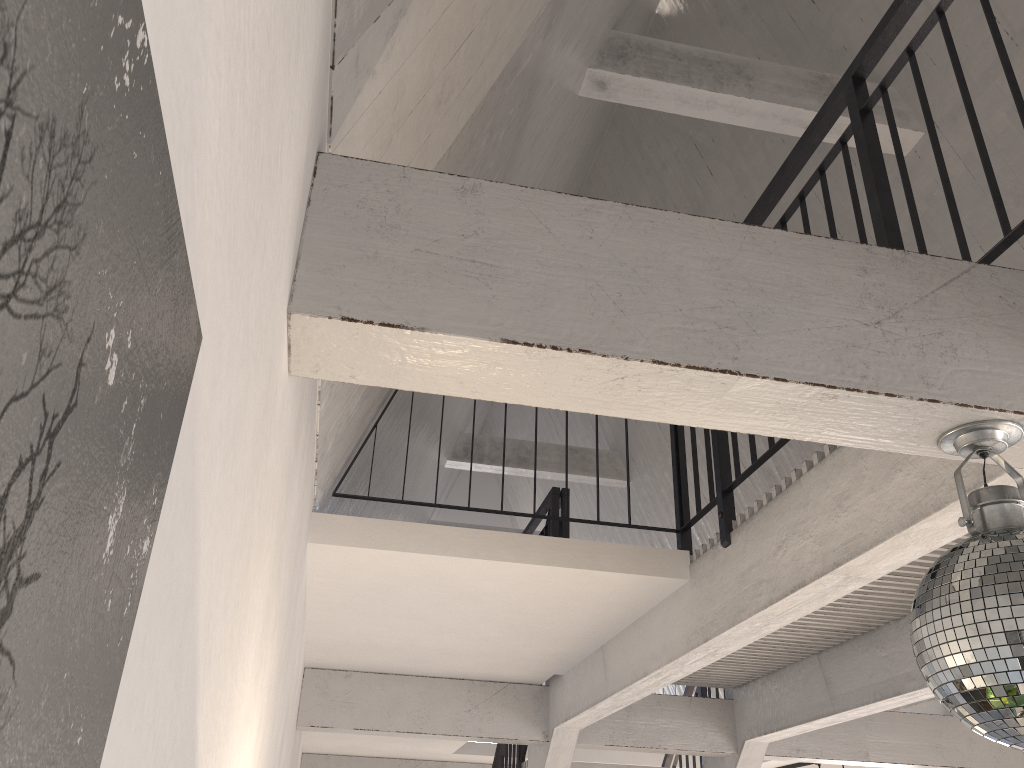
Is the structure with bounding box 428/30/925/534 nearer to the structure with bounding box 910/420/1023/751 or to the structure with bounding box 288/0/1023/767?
the structure with bounding box 288/0/1023/767

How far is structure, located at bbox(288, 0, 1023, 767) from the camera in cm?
138

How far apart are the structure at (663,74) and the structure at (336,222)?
1.9m

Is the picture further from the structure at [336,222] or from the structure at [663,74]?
the structure at [663,74]

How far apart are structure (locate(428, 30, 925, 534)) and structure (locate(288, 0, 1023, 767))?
1.93m

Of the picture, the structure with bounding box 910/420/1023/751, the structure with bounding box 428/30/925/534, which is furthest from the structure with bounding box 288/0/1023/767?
the structure with bounding box 428/30/925/534

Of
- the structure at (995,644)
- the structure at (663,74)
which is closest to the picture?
the structure at (995,644)

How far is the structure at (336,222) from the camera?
1.4m

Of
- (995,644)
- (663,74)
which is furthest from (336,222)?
(663,74)

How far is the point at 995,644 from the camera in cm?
127
